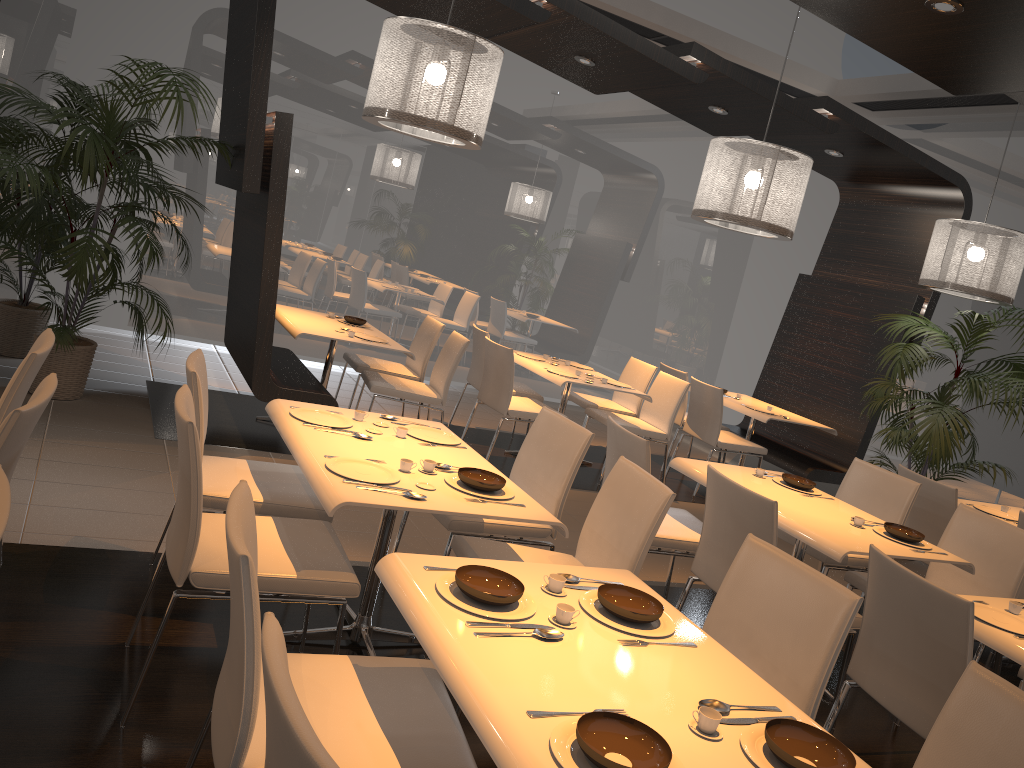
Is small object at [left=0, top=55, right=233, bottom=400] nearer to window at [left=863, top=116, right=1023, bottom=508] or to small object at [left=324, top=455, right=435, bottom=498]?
small object at [left=324, top=455, right=435, bottom=498]

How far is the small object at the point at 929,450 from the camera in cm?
595

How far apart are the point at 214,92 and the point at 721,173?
4.6m

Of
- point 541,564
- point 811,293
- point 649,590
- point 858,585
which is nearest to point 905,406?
point 811,293

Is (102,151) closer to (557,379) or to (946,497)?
(557,379)

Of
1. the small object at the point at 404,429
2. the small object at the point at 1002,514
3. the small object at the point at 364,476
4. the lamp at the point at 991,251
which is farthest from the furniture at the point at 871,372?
the small object at the point at 364,476

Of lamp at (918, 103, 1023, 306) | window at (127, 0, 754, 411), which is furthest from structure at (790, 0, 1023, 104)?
window at (127, 0, 754, 411)

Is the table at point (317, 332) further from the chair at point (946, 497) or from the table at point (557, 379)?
the chair at point (946, 497)

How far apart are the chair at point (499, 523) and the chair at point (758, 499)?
0.50m

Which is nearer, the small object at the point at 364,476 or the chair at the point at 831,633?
the chair at the point at 831,633
